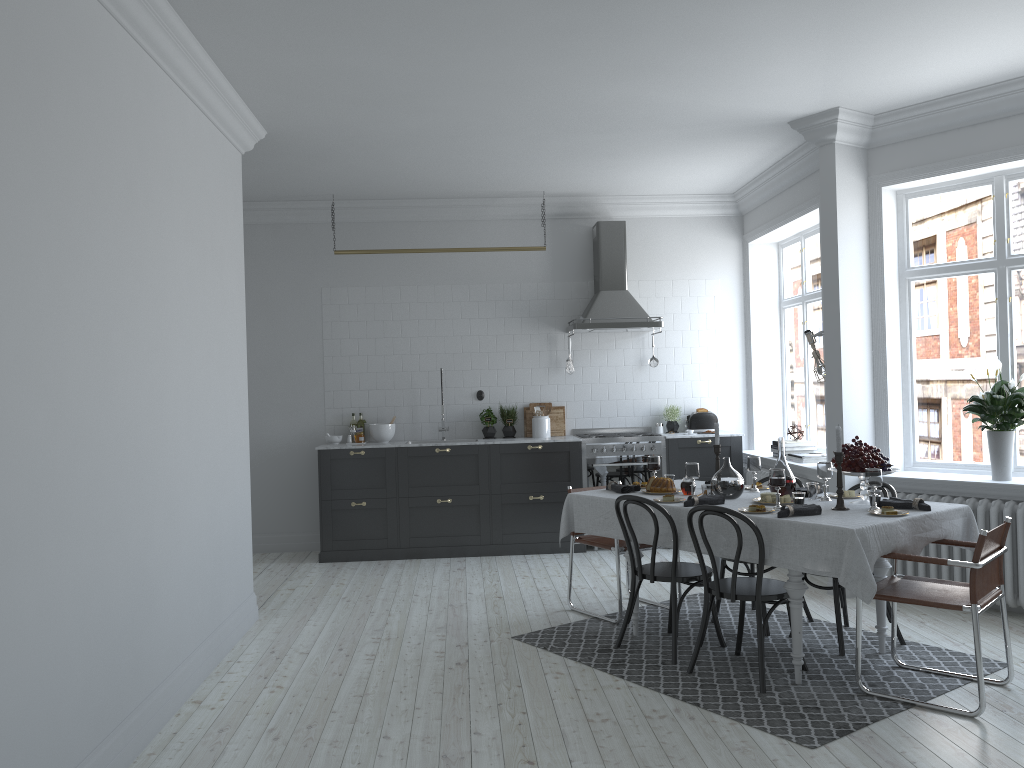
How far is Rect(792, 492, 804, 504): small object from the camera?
4.6 meters

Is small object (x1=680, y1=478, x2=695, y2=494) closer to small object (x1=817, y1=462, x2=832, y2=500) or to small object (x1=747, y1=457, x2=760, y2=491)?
small object (x1=747, y1=457, x2=760, y2=491)

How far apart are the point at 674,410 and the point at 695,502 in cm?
374

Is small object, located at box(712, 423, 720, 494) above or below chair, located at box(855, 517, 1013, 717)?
above

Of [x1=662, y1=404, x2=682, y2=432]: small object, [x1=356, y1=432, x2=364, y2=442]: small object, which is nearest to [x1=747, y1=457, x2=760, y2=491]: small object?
[x1=662, y1=404, x2=682, y2=432]: small object

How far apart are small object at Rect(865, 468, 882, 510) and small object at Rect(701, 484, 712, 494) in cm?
88

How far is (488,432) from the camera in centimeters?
845cm

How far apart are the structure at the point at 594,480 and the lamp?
1.95m

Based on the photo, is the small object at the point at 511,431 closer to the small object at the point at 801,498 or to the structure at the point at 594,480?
the structure at the point at 594,480

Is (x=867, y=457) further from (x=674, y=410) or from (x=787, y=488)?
(x=674, y=410)
